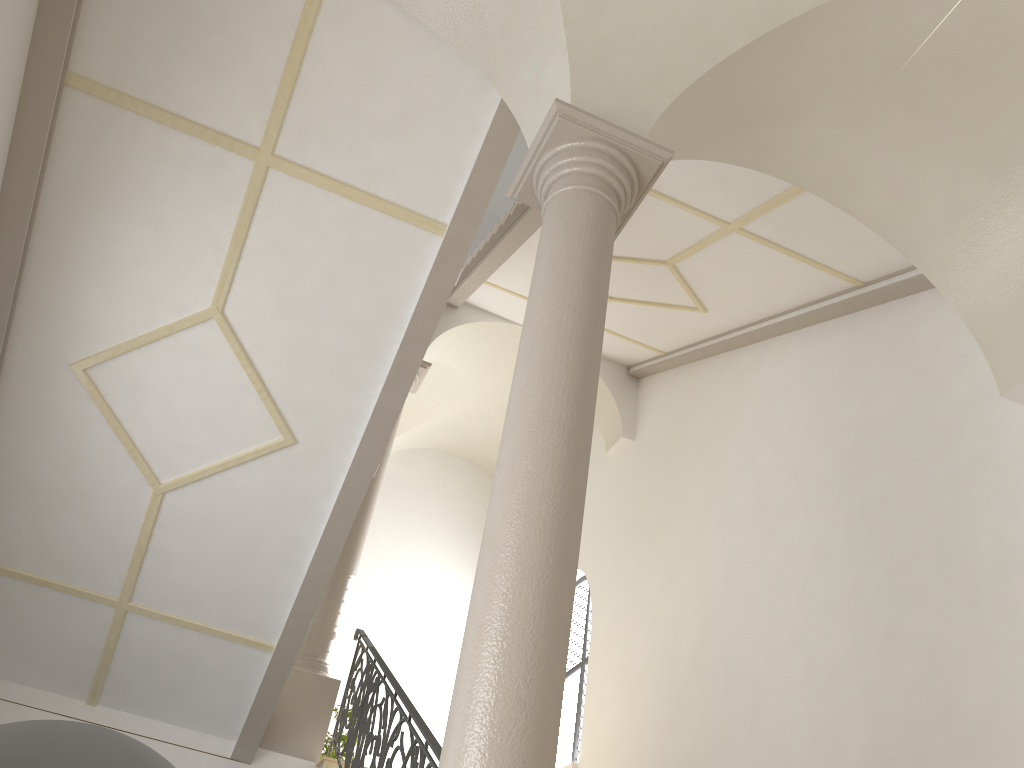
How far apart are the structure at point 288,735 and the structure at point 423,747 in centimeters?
12cm

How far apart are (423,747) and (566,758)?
6.57m

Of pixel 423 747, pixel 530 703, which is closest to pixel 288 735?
pixel 423 747

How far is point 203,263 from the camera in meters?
6.2 m

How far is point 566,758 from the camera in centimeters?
1117cm

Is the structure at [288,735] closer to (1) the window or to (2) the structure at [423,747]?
(2) the structure at [423,747]

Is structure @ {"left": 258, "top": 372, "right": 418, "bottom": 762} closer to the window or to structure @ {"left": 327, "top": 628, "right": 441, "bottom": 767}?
structure @ {"left": 327, "top": 628, "right": 441, "bottom": 767}

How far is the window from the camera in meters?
11.2

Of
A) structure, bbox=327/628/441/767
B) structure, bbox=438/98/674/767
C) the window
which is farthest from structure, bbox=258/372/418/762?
structure, bbox=438/98/674/767

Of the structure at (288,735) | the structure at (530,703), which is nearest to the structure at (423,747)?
the structure at (288,735)
